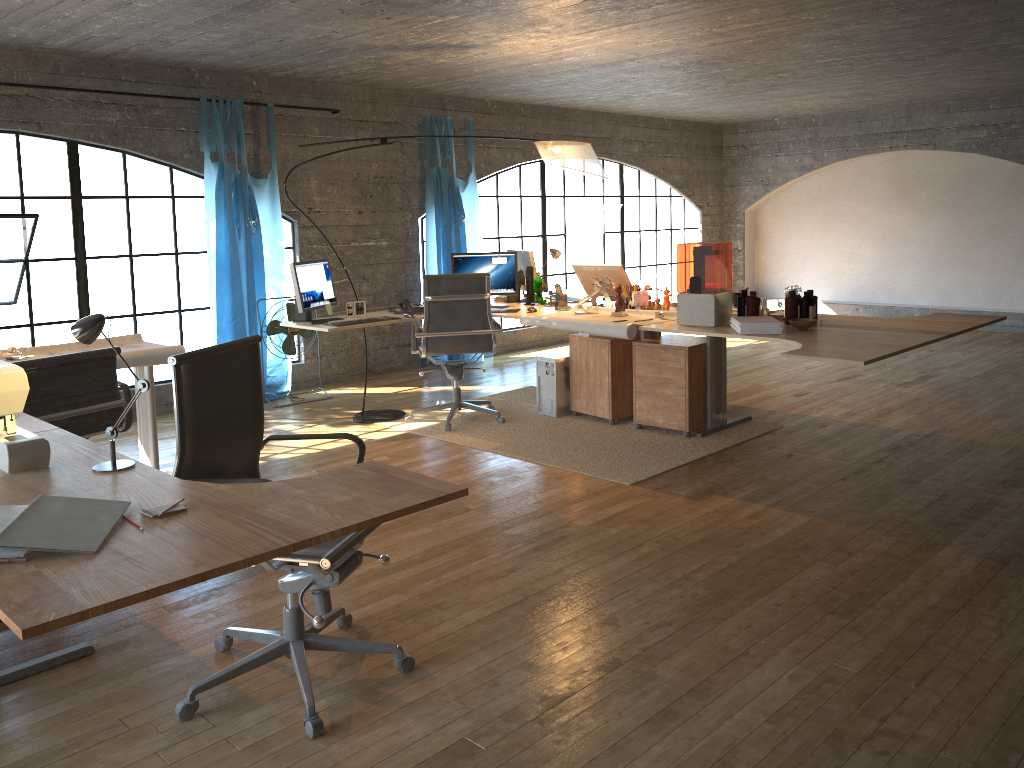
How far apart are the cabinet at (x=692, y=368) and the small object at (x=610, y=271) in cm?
50

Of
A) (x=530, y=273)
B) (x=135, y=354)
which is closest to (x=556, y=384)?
(x=530, y=273)

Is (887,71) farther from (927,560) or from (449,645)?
(449,645)

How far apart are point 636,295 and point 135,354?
3.0 meters

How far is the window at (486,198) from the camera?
11.8 meters

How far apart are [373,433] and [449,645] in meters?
3.0

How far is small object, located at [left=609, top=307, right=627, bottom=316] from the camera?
5.5m

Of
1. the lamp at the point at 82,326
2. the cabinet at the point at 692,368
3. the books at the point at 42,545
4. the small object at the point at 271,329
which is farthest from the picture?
the books at the point at 42,545

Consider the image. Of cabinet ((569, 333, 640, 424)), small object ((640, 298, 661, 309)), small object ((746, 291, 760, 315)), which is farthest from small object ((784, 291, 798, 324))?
cabinet ((569, 333, 640, 424))

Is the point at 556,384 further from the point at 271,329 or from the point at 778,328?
the point at 271,329
